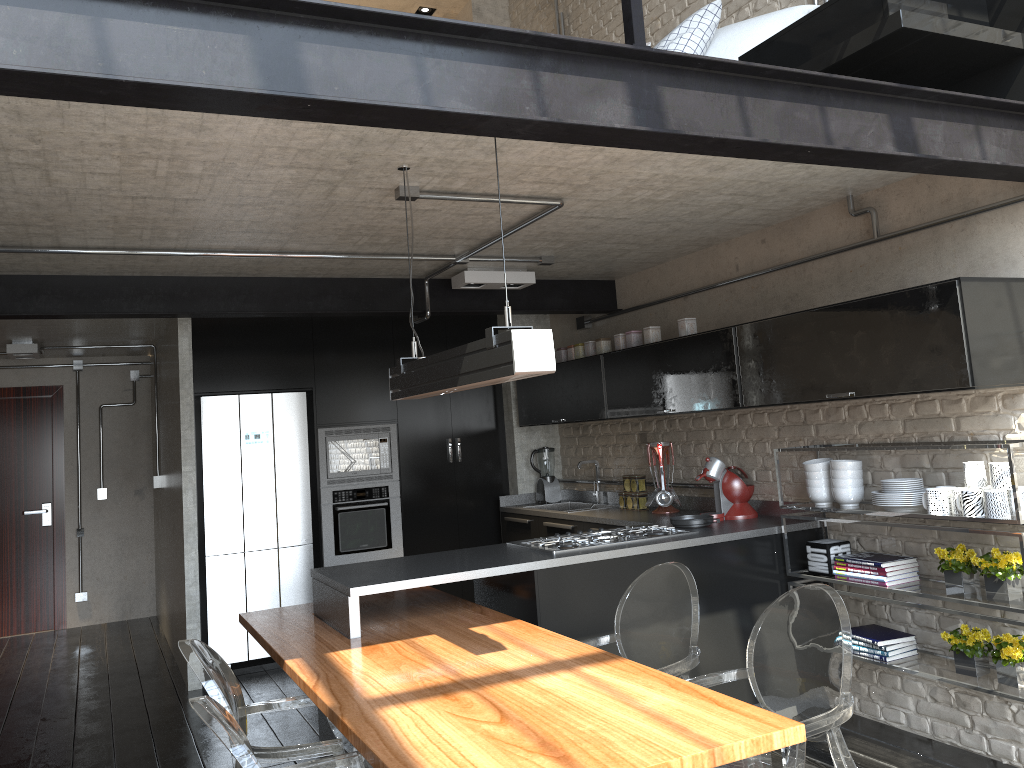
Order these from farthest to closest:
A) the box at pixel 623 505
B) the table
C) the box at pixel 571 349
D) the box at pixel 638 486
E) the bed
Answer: the box at pixel 571 349
the box at pixel 623 505
the box at pixel 638 486
the bed
the table

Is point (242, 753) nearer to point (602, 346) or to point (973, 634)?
point (973, 634)

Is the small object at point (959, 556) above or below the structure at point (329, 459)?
below

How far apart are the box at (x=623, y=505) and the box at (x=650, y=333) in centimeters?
112cm

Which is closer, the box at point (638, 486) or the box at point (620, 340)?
the box at point (620, 340)

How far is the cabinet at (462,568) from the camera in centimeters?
376cm

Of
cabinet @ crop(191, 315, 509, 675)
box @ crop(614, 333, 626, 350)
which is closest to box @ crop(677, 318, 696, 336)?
box @ crop(614, 333, 626, 350)

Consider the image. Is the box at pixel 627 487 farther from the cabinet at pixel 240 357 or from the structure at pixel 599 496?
the cabinet at pixel 240 357

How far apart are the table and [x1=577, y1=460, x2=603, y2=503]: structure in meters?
2.2

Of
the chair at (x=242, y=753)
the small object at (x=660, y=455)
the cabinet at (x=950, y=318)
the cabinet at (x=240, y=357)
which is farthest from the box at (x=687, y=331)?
the chair at (x=242, y=753)
